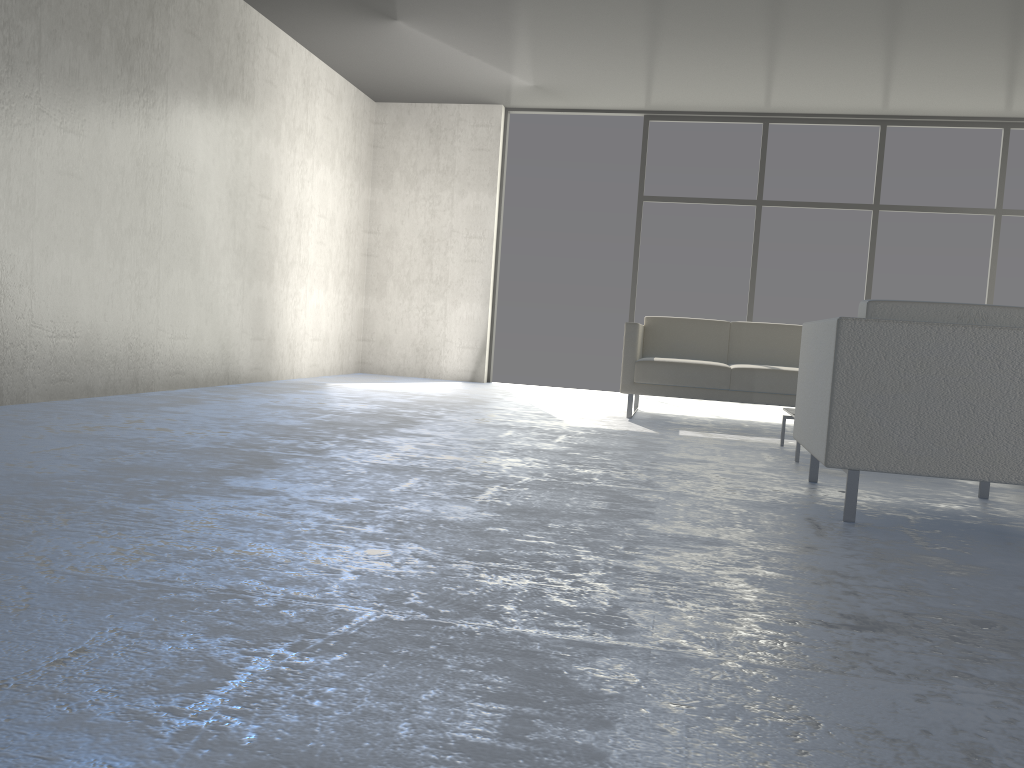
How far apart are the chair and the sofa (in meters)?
2.02

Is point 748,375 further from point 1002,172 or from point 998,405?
point 1002,172

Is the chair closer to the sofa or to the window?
the sofa

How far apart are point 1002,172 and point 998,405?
5.8m

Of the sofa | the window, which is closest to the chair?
the sofa

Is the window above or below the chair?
above

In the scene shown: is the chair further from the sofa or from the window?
the window

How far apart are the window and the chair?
4.6m

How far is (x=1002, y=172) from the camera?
7.31m

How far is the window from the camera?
7.31m
